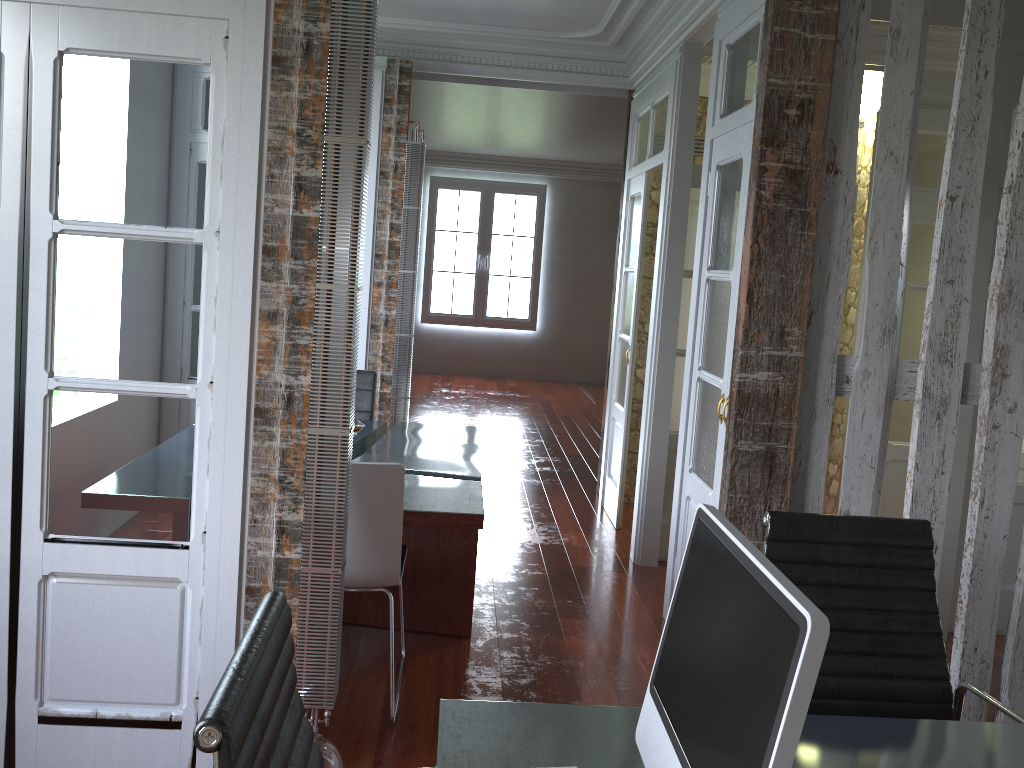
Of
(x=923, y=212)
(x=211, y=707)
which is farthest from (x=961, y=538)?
(x=211, y=707)

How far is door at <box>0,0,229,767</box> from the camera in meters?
2.4

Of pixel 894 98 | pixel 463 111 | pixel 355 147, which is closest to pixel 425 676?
pixel 355 147

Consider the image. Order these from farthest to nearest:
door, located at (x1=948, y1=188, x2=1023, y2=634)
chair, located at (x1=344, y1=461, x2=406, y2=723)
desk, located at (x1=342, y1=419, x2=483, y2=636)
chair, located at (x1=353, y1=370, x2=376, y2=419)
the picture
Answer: the picture
chair, located at (x1=353, y1=370, x2=376, y2=419)
door, located at (x1=948, y1=188, x2=1023, y2=634)
desk, located at (x1=342, y1=419, x2=483, y2=636)
chair, located at (x1=344, y1=461, x2=406, y2=723)

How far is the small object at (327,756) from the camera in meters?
2.4 m

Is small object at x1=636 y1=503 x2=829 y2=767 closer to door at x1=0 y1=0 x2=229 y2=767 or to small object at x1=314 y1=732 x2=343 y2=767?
small object at x1=314 y1=732 x2=343 y2=767

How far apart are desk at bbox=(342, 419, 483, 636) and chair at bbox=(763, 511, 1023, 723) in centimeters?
134cm

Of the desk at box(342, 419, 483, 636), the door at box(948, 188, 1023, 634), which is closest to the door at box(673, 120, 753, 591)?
the desk at box(342, 419, 483, 636)

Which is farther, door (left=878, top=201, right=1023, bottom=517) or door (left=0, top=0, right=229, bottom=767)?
door (left=878, top=201, right=1023, bottom=517)

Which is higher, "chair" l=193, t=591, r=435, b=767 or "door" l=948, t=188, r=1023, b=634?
"chair" l=193, t=591, r=435, b=767
